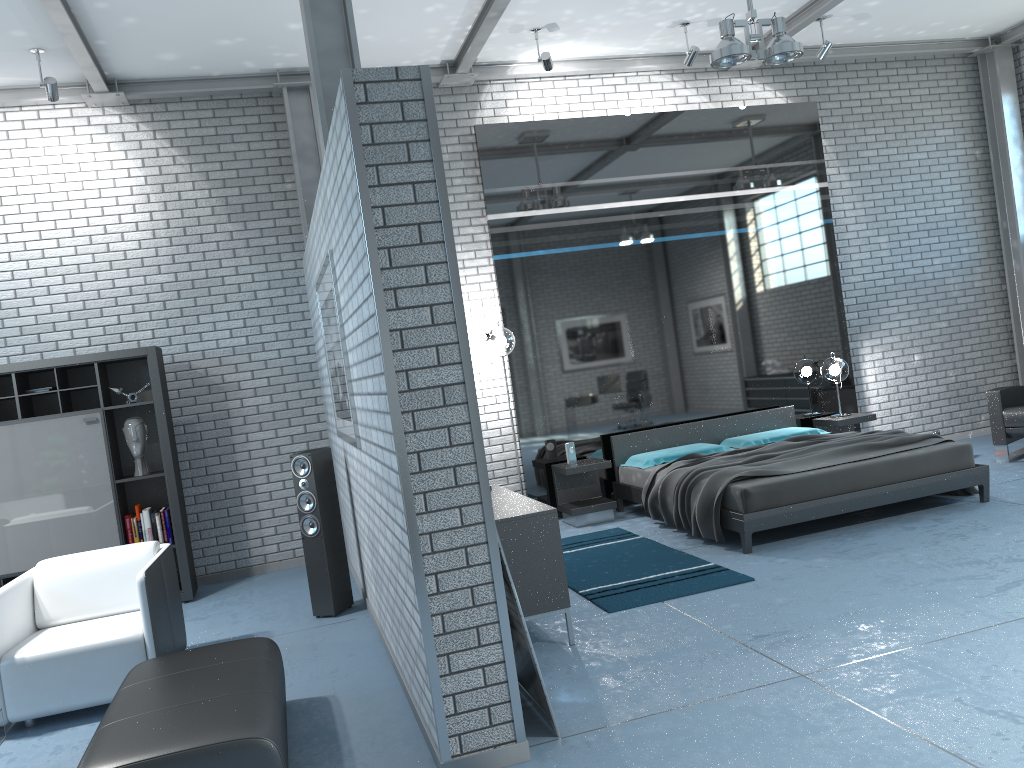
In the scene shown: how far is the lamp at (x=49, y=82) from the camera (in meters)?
6.06

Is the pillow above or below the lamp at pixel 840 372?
below

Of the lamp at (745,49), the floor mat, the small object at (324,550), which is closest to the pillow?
the floor mat

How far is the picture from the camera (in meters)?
4.50

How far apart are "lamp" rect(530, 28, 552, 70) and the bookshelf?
3.70m

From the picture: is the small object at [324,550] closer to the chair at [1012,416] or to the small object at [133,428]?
the small object at [133,428]

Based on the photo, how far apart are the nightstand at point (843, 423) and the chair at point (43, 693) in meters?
5.7

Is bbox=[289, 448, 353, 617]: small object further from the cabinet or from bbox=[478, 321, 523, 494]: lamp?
bbox=[478, 321, 523, 494]: lamp

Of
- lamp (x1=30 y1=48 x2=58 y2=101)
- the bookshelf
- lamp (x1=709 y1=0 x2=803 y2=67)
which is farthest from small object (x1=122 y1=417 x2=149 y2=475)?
lamp (x1=709 y1=0 x2=803 y2=67)

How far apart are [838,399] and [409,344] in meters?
6.2 m
